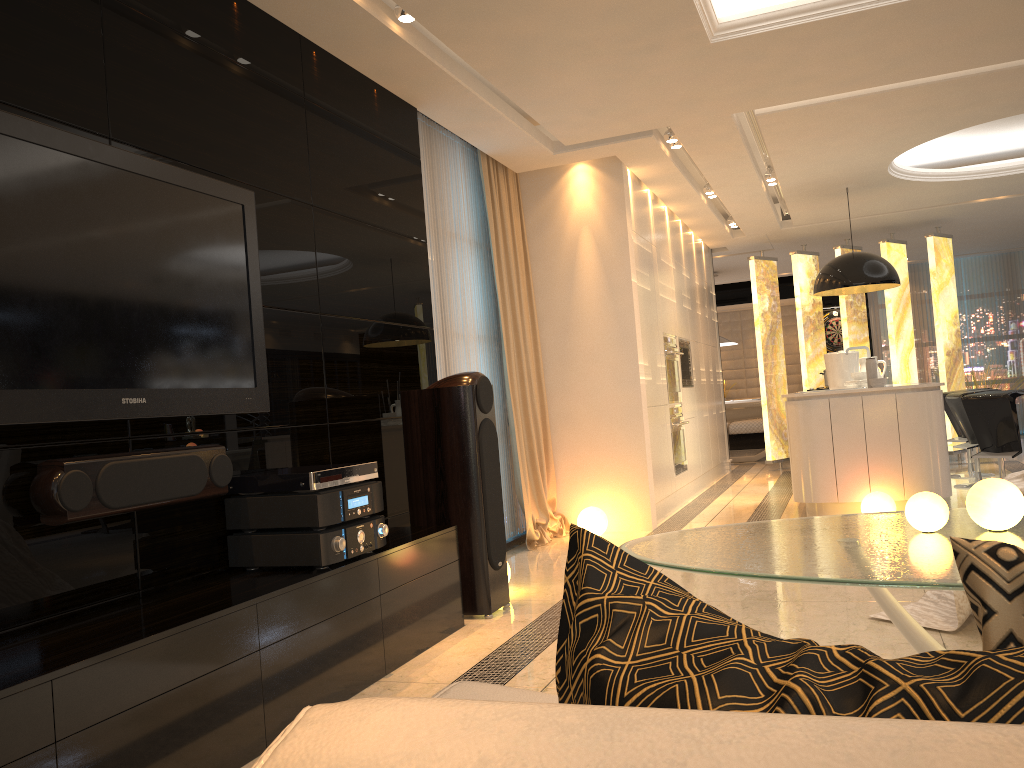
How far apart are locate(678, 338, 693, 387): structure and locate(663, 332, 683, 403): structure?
0.4 meters

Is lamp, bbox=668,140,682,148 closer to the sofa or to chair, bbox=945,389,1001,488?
chair, bbox=945,389,1001,488

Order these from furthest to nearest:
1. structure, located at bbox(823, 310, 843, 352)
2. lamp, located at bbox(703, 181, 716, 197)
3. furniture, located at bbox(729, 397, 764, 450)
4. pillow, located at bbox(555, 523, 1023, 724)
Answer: furniture, located at bbox(729, 397, 764, 450)
structure, located at bbox(823, 310, 843, 352)
lamp, located at bbox(703, 181, 716, 197)
pillow, located at bbox(555, 523, 1023, 724)

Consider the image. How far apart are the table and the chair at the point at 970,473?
6.49m

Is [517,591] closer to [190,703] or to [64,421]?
[190,703]

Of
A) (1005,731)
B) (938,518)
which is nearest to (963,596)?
(938,518)

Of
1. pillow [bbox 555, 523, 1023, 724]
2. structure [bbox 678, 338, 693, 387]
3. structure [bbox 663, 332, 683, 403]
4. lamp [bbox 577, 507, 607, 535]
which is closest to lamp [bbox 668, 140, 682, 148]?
structure [bbox 663, 332, 683, 403]

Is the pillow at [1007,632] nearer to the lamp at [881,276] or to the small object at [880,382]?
the small object at [880,382]

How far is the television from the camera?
2.39m

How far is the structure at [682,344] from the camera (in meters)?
8.24
